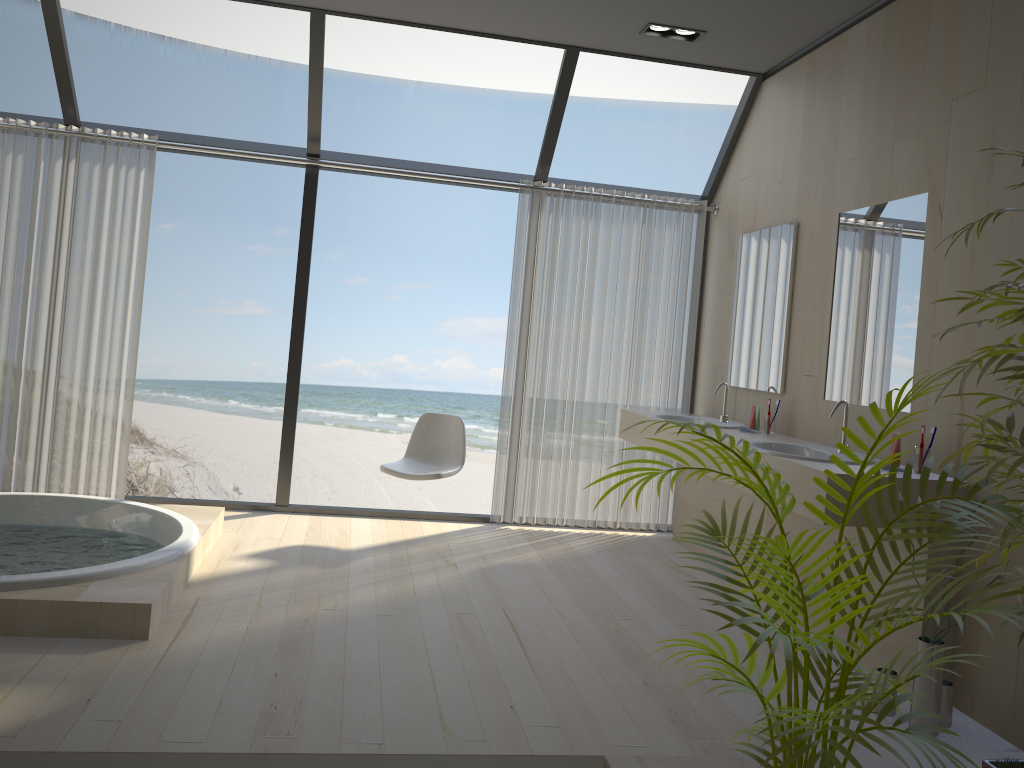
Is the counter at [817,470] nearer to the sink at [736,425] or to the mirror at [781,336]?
the sink at [736,425]

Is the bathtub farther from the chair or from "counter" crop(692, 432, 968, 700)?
"counter" crop(692, 432, 968, 700)

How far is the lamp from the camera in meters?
4.4

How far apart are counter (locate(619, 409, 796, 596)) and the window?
1.0m

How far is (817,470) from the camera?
3.1 meters

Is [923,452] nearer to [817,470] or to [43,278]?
[817,470]

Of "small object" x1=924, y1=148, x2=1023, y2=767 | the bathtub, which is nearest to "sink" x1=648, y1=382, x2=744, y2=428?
"small object" x1=924, y1=148, x2=1023, y2=767

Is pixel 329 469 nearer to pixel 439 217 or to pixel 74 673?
pixel 439 217

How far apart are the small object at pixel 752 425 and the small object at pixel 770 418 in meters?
0.1 m

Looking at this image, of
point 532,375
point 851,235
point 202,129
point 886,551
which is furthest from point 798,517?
point 202,129
